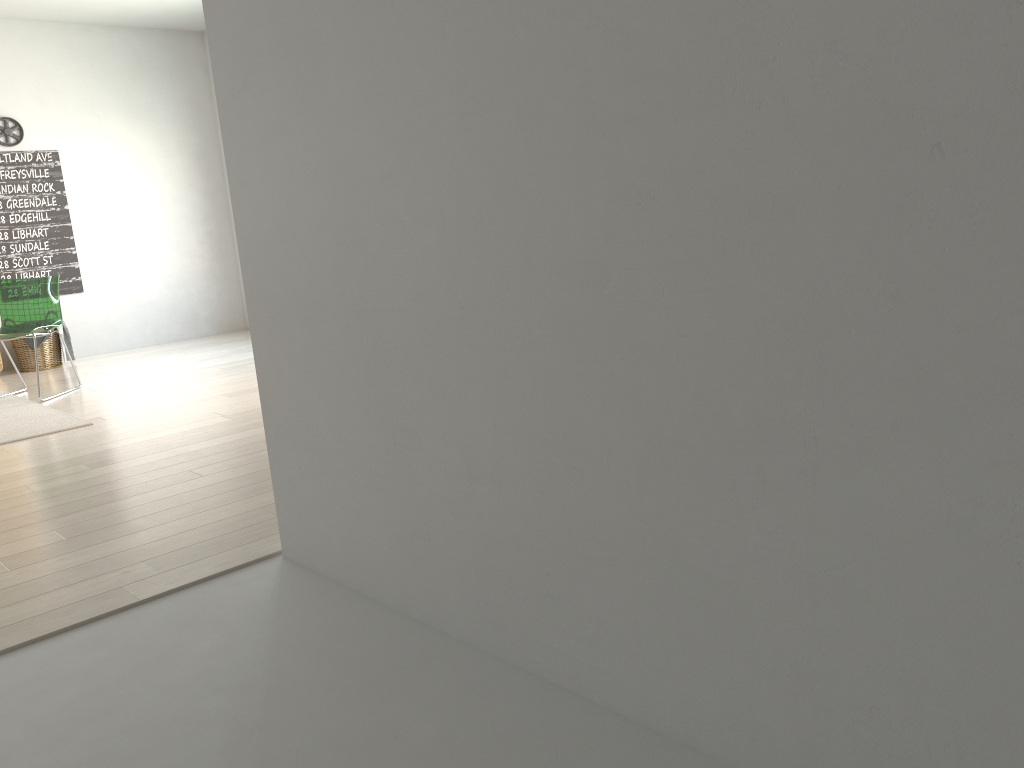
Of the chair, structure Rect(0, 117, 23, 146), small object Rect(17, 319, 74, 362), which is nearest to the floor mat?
the chair

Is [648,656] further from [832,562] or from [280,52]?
[280,52]

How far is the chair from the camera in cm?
572

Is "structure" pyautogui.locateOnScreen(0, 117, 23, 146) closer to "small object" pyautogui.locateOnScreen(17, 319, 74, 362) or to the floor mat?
"small object" pyautogui.locateOnScreen(17, 319, 74, 362)

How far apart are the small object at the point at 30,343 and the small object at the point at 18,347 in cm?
8

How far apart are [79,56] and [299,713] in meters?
7.0

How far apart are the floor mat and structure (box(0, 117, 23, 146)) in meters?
2.4

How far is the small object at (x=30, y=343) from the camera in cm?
673

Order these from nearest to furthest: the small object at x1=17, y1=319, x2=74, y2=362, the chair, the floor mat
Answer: the floor mat < the chair < the small object at x1=17, y1=319, x2=74, y2=362

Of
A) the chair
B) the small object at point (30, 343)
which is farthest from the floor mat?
the small object at point (30, 343)
